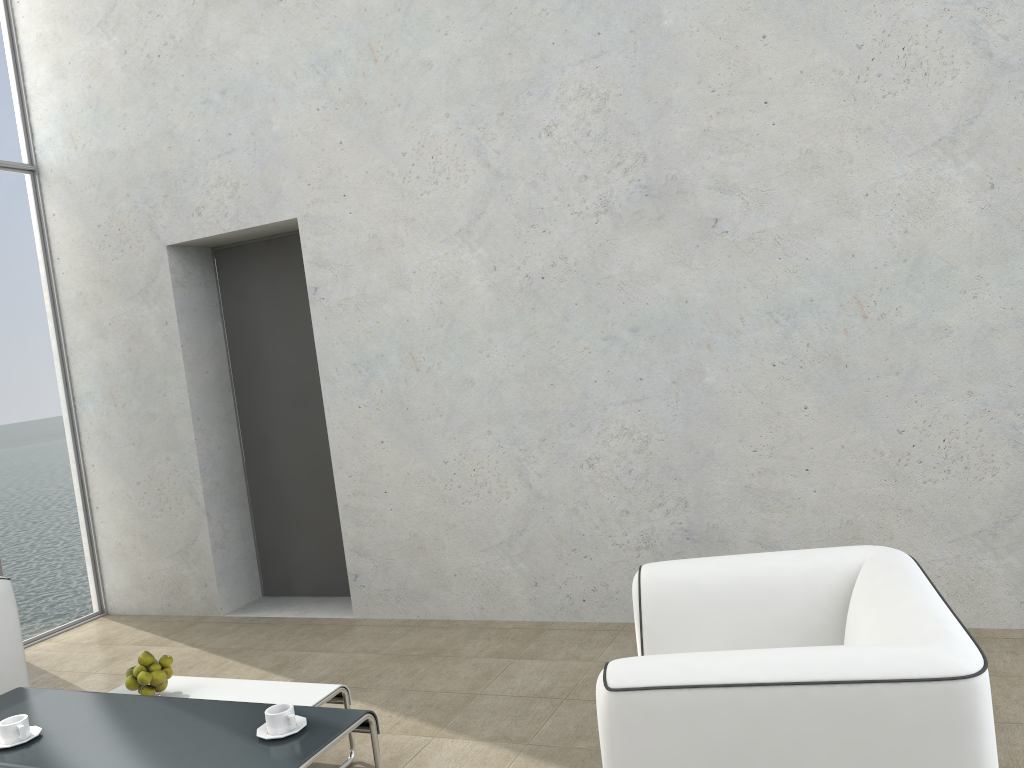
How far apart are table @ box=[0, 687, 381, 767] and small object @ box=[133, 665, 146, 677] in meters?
0.2 m

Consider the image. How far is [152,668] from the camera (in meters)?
3.05

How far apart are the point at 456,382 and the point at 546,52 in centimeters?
156cm

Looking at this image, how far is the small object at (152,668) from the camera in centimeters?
305cm

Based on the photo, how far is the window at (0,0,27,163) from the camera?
5.11m

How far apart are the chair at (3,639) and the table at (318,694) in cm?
51

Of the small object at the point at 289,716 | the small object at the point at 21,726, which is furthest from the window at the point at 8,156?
the small object at the point at 289,716

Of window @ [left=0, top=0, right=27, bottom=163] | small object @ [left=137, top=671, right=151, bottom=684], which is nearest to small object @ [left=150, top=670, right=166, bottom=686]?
small object @ [left=137, top=671, right=151, bottom=684]

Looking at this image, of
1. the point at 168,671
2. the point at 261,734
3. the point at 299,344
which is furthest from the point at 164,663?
the point at 299,344

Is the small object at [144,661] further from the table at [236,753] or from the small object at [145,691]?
the table at [236,753]
